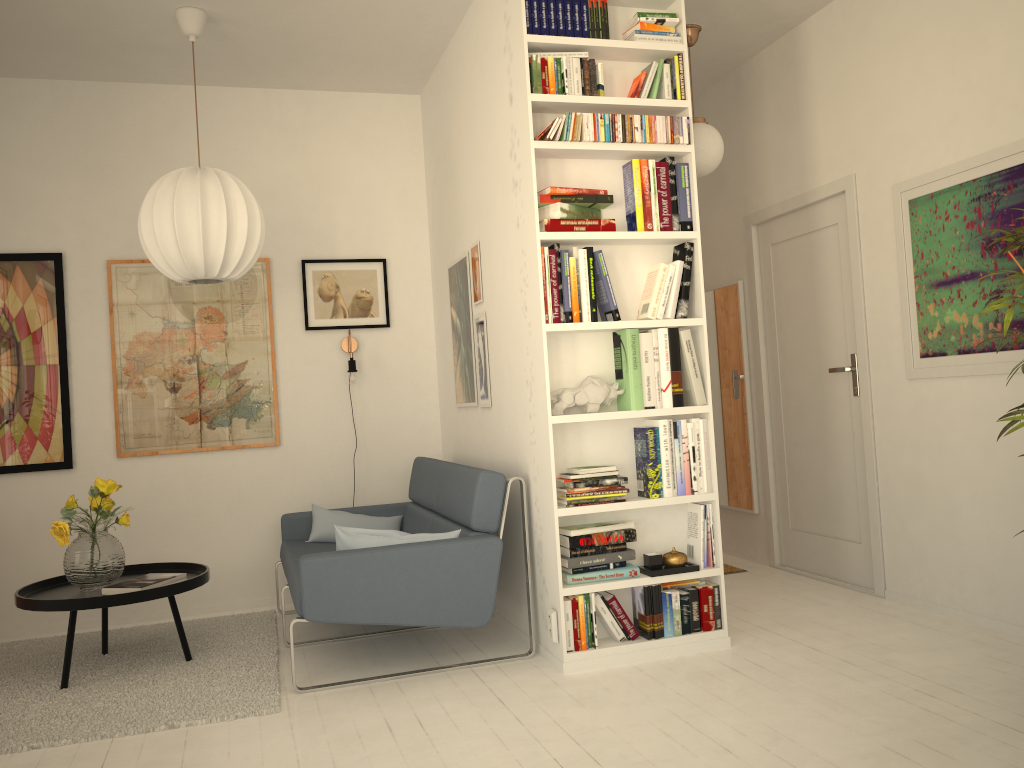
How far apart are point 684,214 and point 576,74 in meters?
0.7

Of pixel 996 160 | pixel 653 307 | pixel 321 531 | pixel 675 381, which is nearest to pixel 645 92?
pixel 653 307

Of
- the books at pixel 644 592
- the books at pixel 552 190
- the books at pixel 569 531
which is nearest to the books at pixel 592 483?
the books at pixel 569 531

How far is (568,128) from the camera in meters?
3.5 m

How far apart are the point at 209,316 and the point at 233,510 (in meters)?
1.07

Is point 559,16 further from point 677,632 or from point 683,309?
point 677,632

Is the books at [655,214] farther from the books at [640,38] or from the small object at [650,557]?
the small object at [650,557]

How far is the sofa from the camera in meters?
3.3 m

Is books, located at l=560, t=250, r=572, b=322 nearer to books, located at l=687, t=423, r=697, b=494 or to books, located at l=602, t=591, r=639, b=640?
books, located at l=687, t=423, r=697, b=494

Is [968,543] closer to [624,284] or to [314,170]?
[624,284]
